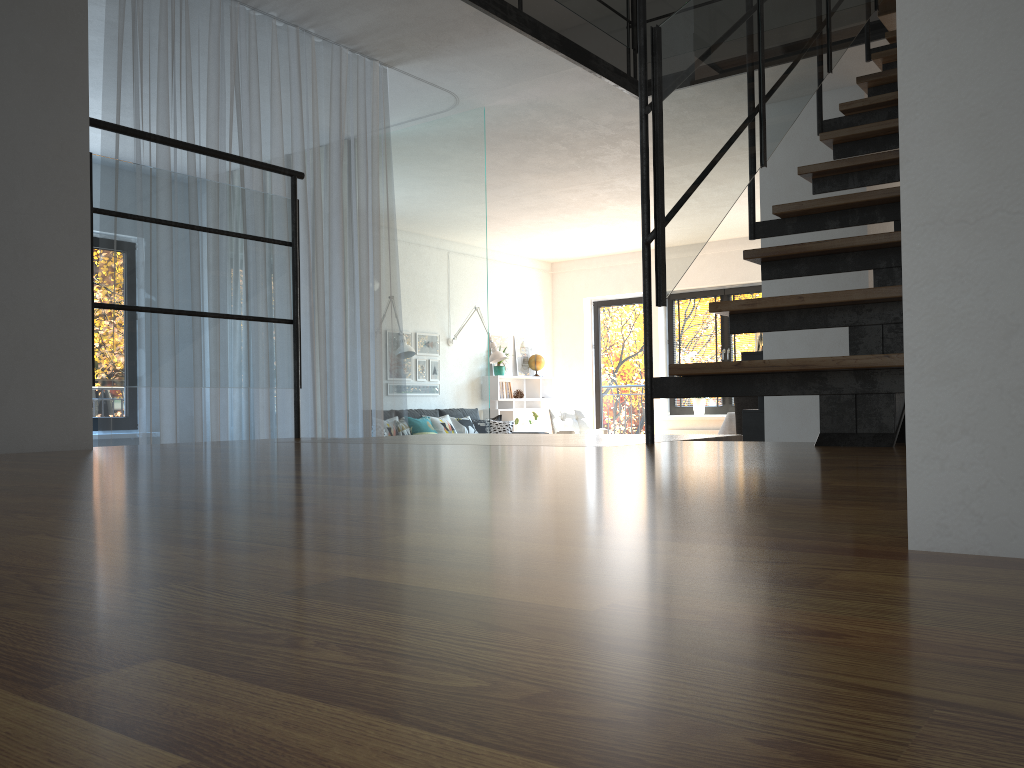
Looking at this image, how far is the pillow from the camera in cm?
984

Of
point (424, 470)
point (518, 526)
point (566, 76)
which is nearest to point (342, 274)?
point (566, 76)

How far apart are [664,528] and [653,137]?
1.88m

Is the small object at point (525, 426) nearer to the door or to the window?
the door

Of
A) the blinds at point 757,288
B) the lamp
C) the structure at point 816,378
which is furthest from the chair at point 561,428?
the structure at point 816,378

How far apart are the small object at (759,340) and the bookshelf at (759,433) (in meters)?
0.14

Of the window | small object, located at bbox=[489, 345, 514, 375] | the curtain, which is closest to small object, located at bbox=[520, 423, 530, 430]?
small object, located at bbox=[489, 345, 514, 375]

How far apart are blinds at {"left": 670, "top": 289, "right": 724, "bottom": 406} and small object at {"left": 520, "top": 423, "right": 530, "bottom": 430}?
2.5 meters

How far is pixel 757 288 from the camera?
10.5m

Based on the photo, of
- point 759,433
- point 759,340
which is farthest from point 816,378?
point 759,340
